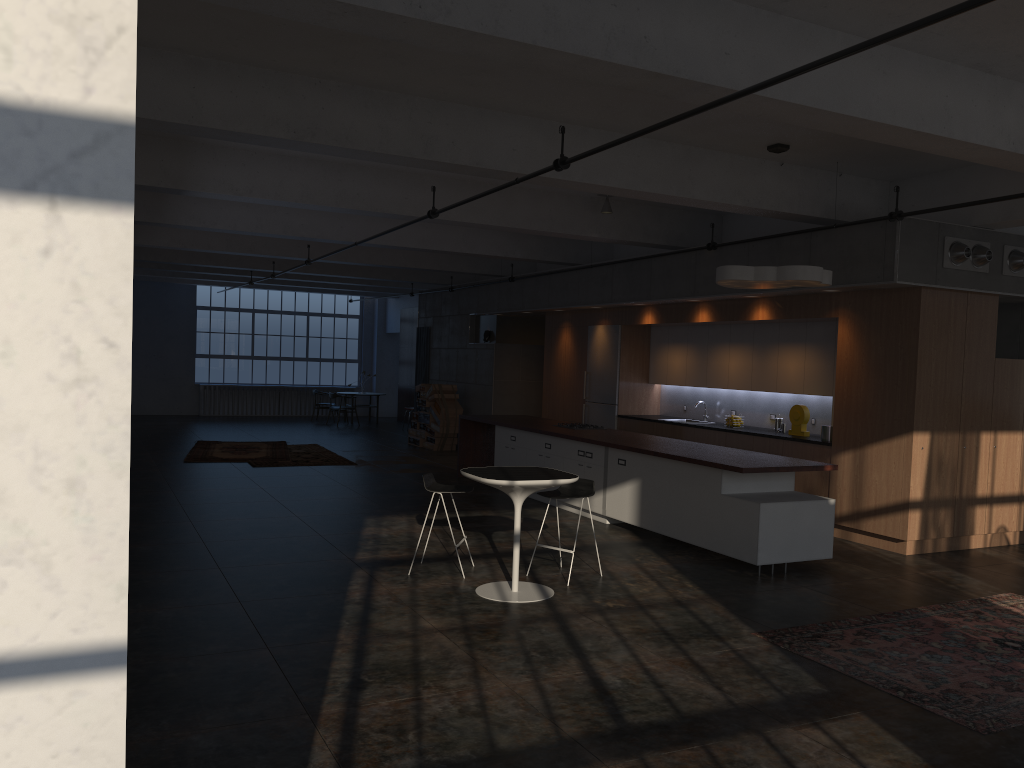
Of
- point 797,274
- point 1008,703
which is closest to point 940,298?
point 797,274

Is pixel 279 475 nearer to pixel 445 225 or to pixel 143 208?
pixel 143 208

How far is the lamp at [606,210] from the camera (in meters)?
11.15

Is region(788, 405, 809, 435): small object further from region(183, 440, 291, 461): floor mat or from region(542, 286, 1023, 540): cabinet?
region(183, 440, 291, 461): floor mat

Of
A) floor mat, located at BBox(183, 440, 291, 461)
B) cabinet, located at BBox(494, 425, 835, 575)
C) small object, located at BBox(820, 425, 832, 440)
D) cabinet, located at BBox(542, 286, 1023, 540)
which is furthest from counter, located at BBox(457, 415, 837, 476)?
floor mat, located at BBox(183, 440, 291, 461)

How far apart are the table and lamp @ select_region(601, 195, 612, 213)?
5.0 meters

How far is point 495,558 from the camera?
8.1m

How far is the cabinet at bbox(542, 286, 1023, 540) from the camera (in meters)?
8.81

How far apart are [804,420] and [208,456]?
9.8m

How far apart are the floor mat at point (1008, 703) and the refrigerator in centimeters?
705cm
